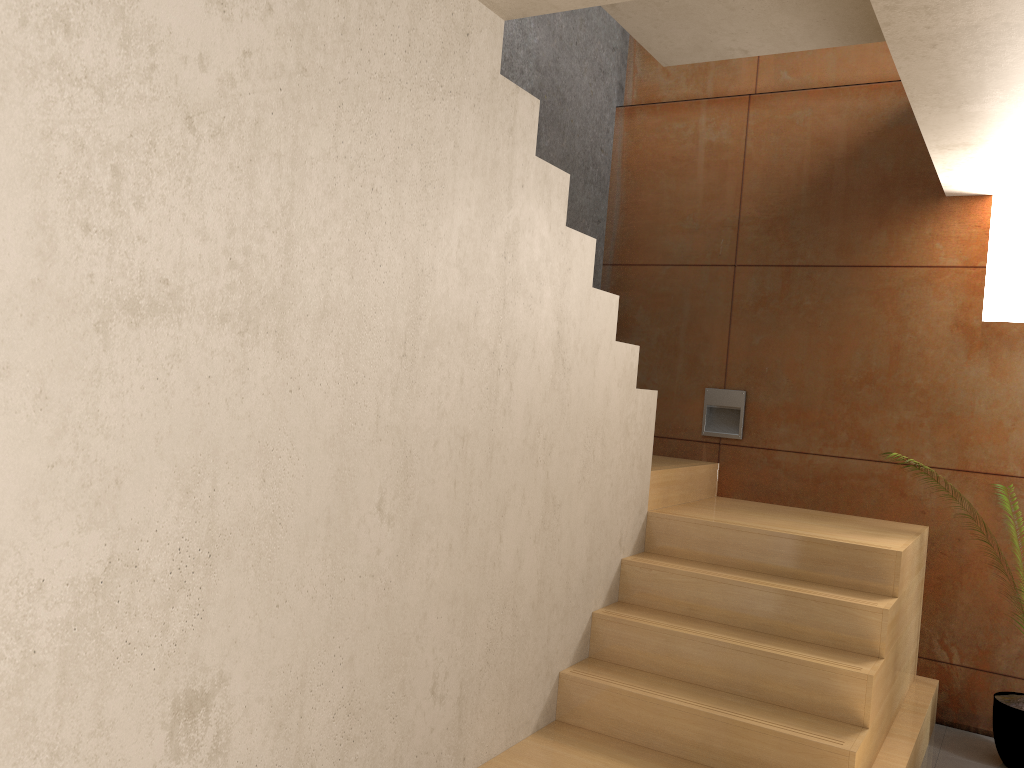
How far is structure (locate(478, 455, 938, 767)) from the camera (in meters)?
3.00

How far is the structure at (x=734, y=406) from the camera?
4.8m

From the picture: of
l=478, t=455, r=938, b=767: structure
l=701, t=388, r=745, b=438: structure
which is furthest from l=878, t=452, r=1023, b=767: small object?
l=701, t=388, r=745, b=438: structure

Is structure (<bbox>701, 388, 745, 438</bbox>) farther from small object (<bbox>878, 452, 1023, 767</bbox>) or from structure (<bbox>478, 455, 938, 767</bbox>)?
small object (<bbox>878, 452, 1023, 767</bbox>)

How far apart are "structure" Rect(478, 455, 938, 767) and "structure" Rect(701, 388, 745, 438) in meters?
0.2 m

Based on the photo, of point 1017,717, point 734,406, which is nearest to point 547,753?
point 1017,717

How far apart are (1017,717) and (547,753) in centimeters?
209cm

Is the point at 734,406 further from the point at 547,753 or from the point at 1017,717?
the point at 547,753

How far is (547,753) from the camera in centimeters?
300cm

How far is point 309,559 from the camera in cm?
211
